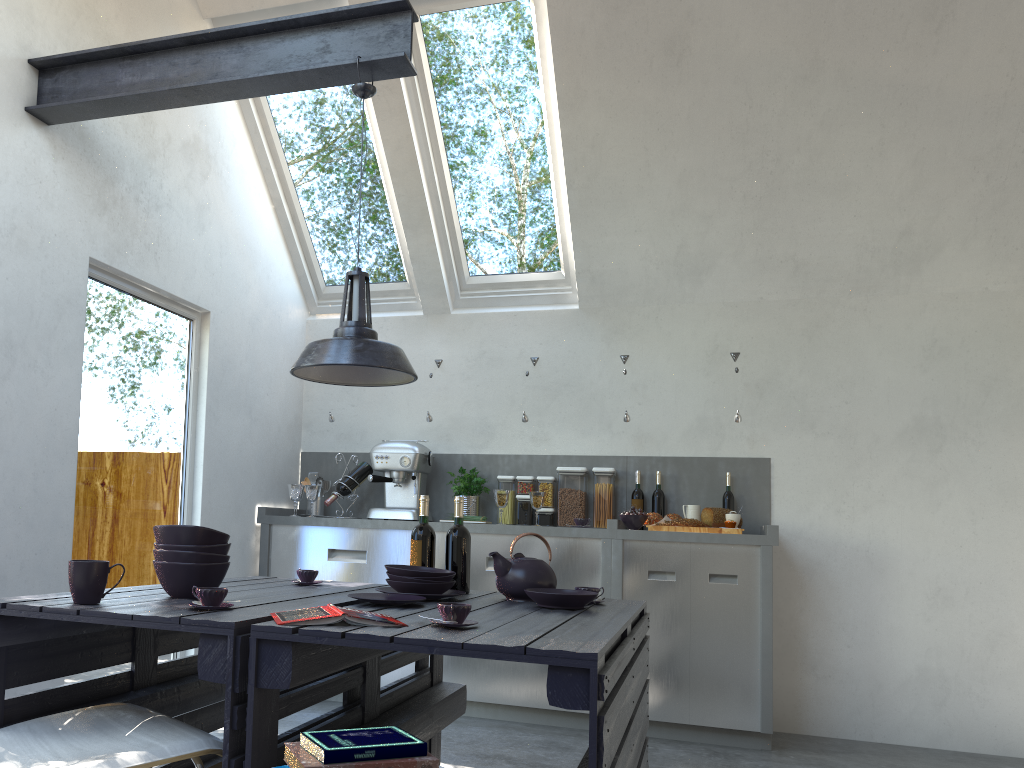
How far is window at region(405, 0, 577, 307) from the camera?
4.6 meters

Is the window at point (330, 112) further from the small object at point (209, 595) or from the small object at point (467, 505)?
the small object at point (209, 595)

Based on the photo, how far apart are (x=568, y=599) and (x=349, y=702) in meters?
0.7 m

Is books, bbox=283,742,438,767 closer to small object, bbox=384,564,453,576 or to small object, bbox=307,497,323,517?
small object, bbox=384,564,453,576

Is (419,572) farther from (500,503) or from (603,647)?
(500,503)

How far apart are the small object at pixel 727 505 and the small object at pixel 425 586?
2.6 meters

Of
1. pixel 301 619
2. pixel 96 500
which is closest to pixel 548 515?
pixel 96 500

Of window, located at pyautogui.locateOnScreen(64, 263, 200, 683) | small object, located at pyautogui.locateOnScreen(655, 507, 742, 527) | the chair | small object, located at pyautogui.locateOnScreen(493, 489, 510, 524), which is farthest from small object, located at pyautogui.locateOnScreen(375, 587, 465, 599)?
small object, located at pyautogui.locateOnScreen(655, 507, 742, 527)

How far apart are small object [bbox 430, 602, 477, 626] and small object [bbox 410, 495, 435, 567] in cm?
99

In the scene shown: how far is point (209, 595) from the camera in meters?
2.1 m
